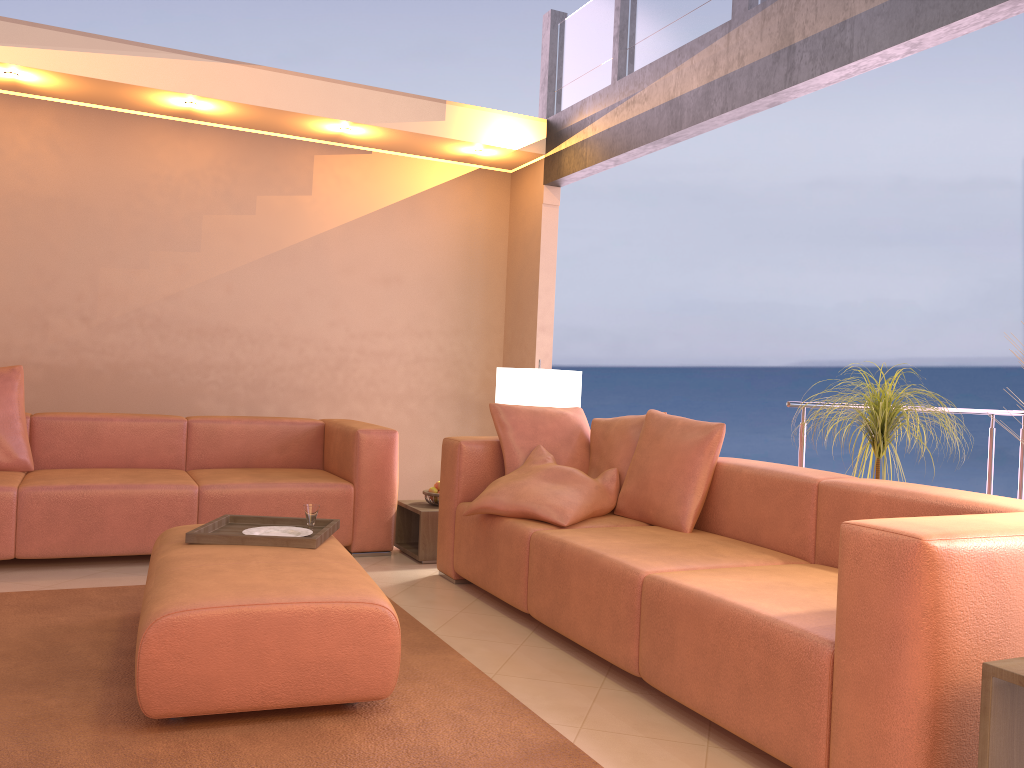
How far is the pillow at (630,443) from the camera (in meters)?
3.82

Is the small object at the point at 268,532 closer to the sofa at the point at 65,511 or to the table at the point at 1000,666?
the sofa at the point at 65,511

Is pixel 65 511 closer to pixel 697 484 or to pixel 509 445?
pixel 509 445

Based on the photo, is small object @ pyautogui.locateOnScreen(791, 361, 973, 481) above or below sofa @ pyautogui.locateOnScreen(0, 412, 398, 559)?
above

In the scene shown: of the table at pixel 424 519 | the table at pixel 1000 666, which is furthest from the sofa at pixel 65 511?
the table at pixel 1000 666

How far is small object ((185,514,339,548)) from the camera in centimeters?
295cm

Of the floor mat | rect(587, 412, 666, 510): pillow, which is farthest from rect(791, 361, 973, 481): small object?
the floor mat

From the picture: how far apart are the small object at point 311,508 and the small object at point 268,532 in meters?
0.1 m

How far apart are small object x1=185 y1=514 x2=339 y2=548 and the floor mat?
0.39m

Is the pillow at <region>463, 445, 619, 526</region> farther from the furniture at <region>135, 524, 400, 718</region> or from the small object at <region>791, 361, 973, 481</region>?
the small object at <region>791, 361, 973, 481</region>
